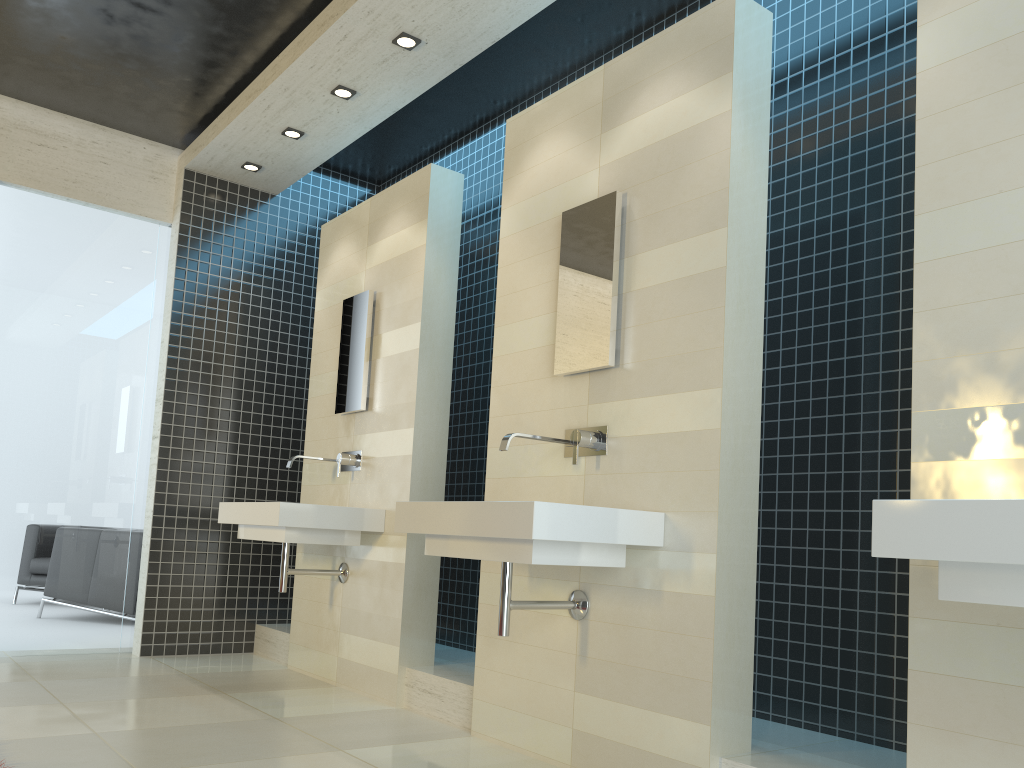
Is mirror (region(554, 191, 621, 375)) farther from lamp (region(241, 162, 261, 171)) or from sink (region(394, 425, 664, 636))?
lamp (region(241, 162, 261, 171))

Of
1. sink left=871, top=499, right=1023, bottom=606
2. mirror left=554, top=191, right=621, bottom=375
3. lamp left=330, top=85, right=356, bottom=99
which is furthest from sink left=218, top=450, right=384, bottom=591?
sink left=871, top=499, right=1023, bottom=606

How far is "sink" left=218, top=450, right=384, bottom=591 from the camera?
4.25m

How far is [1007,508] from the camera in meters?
1.6

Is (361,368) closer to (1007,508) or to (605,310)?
(605,310)

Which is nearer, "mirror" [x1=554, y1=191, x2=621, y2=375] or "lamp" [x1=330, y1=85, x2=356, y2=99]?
"mirror" [x1=554, y1=191, x2=621, y2=375]

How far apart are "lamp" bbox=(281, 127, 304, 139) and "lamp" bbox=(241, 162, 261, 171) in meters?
0.6 m

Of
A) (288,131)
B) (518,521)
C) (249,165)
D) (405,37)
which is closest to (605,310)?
(518,521)

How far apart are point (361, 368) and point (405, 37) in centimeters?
173cm

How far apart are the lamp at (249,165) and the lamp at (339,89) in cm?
125
